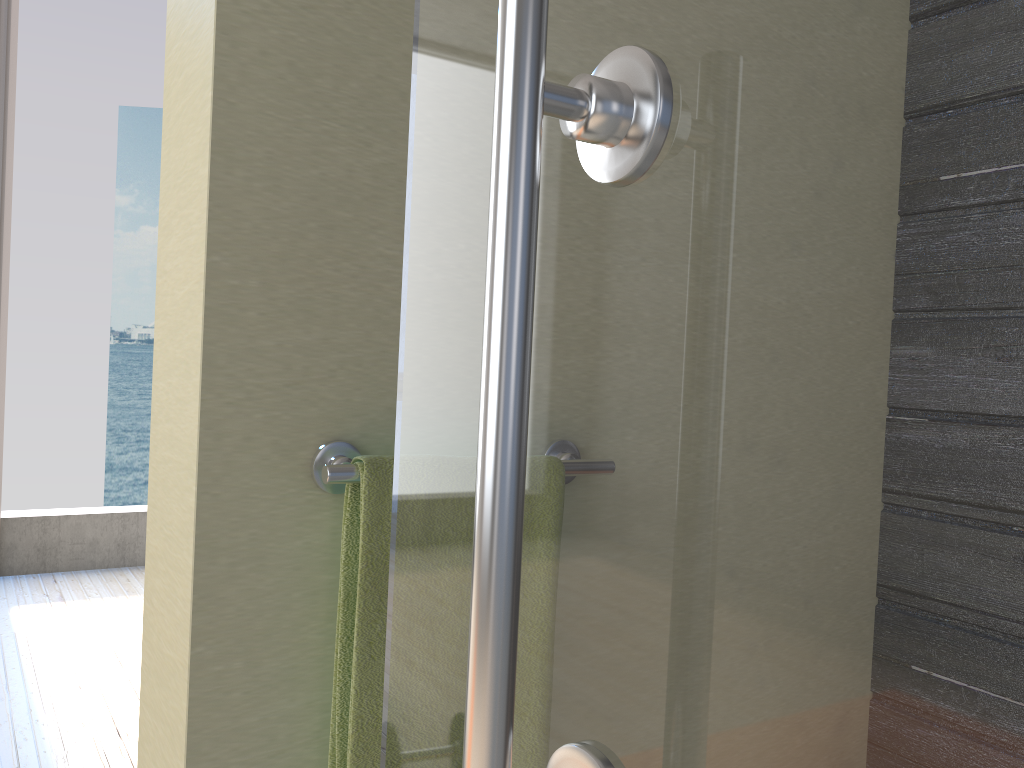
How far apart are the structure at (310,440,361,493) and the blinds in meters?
3.7 m

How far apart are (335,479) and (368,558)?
0.07m

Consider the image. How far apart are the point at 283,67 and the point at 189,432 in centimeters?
31cm

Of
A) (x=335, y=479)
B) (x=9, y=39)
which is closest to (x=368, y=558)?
(x=335, y=479)

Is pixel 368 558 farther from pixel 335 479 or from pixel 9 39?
pixel 9 39

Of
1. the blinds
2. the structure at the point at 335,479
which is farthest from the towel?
the blinds

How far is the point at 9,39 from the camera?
3.78m

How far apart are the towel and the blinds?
3.7m

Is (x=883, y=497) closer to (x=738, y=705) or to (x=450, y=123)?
(x=738, y=705)

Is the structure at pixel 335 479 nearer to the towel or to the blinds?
the towel
